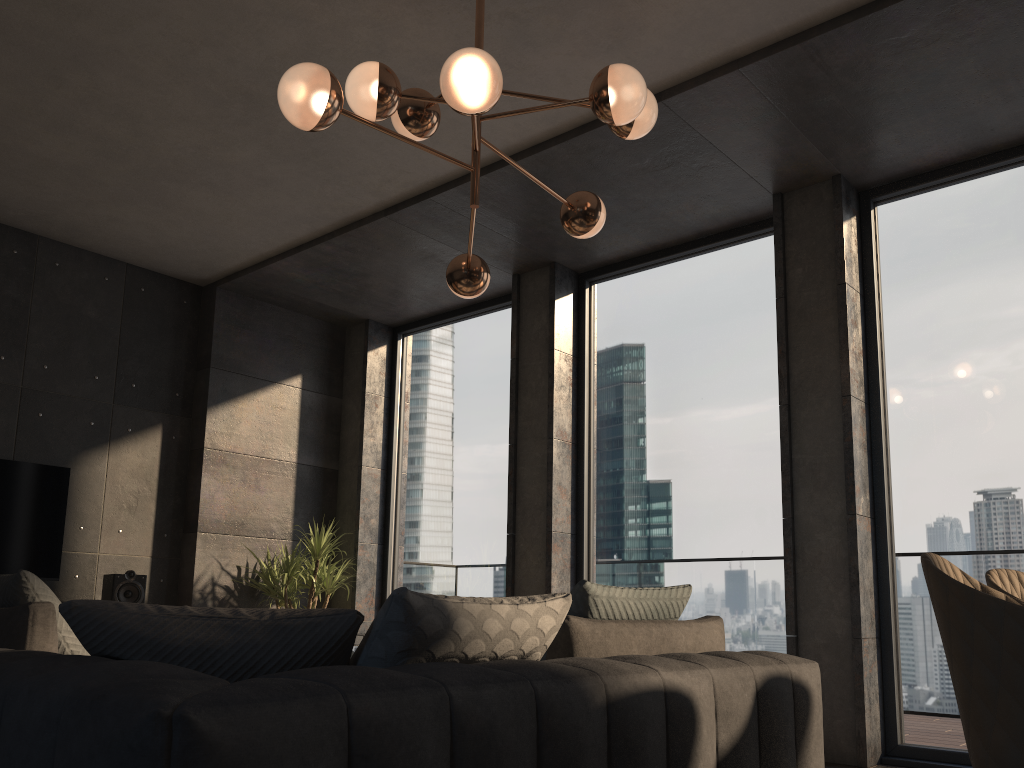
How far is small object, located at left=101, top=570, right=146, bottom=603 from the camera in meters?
5.4 m

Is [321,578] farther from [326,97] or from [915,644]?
[326,97]

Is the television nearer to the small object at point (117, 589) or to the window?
the small object at point (117, 589)

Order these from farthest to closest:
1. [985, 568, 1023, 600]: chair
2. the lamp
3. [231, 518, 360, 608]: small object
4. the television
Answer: [231, 518, 360, 608]: small object
the television
the lamp
[985, 568, 1023, 600]: chair

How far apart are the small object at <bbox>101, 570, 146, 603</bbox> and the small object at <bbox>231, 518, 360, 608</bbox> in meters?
0.8

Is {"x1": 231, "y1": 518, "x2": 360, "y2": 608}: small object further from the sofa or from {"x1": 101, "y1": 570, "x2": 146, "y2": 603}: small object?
the sofa

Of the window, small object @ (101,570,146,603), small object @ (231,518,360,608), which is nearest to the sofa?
the window

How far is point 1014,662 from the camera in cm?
158

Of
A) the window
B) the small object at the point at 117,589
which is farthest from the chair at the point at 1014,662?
the small object at the point at 117,589

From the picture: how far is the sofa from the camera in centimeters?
110cm
